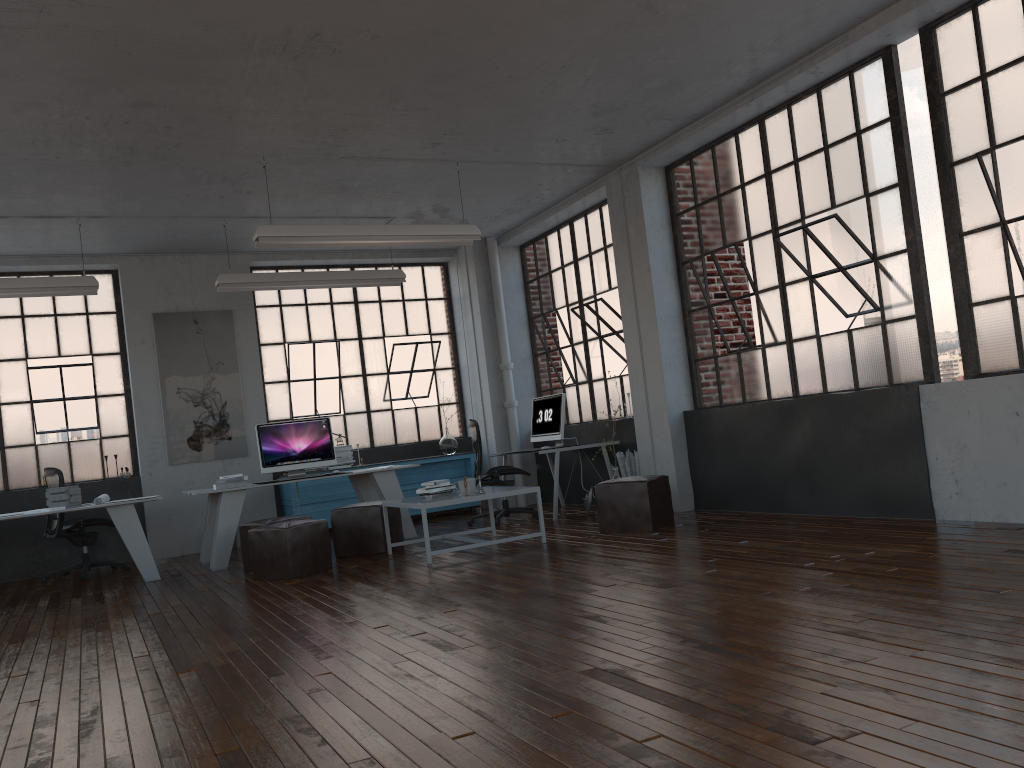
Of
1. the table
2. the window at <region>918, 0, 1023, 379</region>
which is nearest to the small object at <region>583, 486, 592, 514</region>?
the table

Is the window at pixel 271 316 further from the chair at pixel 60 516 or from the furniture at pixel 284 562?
the furniture at pixel 284 562

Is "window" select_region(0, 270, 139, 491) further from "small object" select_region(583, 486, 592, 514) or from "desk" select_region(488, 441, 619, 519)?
"small object" select_region(583, 486, 592, 514)

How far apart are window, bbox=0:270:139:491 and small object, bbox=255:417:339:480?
2.1m

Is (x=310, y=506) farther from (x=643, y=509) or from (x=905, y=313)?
(x=905, y=313)

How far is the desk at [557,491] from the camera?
8.62m

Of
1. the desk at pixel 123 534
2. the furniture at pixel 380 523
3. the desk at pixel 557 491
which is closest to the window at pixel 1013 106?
the desk at pixel 557 491

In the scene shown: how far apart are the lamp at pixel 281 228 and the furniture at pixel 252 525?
2.23m

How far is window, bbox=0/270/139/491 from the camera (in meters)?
9.18

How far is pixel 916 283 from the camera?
5.9m
